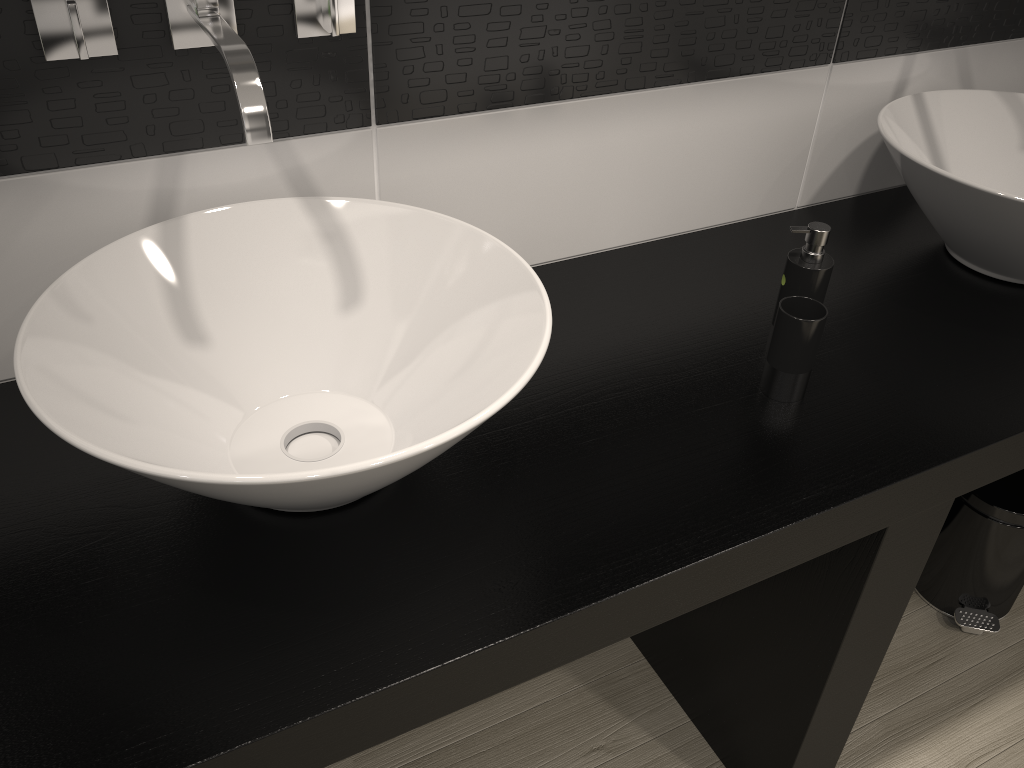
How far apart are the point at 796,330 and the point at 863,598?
0.4m

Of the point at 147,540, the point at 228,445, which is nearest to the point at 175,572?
the point at 147,540

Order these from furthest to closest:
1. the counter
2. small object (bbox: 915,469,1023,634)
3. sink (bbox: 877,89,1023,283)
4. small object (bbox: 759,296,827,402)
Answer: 1. small object (bbox: 915,469,1023,634)
2. sink (bbox: 877,89,1023,283)
3. small object (bbox: 759,296,827,402)
4. the counter

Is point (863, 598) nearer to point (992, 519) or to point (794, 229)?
point (794, 229)

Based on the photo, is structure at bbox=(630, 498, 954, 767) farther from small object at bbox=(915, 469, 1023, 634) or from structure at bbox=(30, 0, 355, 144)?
structure at bbox=(30, 0, 355, 144)

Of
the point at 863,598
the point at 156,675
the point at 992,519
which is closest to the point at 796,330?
the point at 863,598

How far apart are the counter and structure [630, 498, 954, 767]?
0.0m

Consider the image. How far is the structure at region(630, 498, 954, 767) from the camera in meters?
1.2 m

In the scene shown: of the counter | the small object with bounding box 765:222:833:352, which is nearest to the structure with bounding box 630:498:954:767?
the counter

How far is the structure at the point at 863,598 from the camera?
1.2 meters
